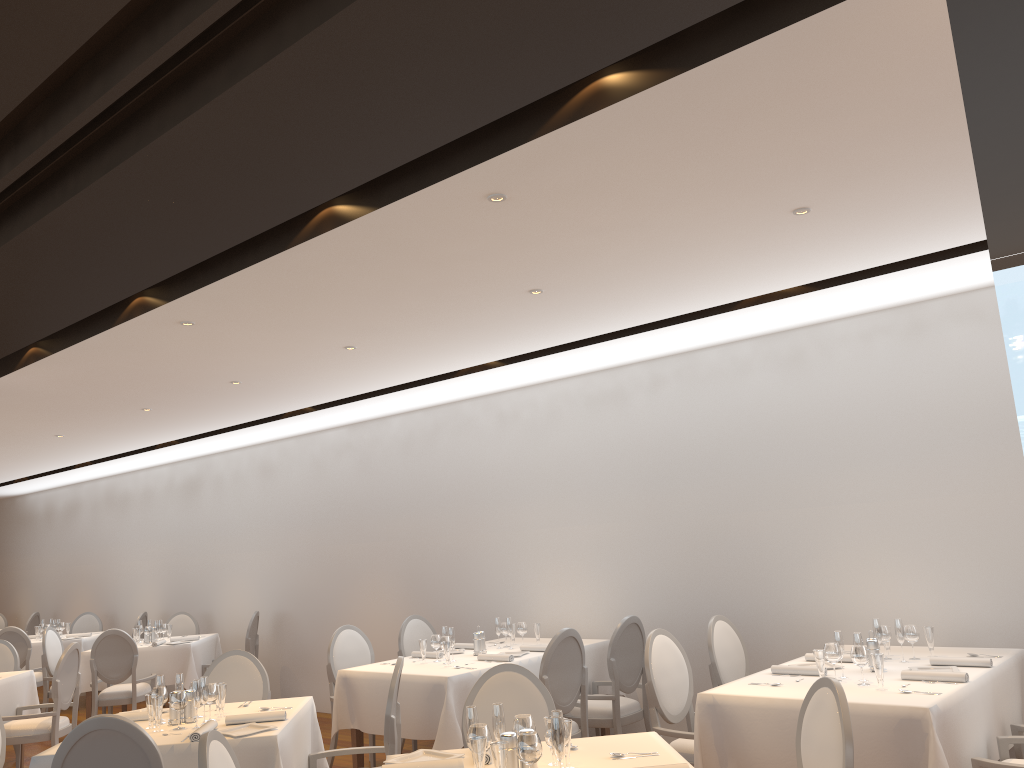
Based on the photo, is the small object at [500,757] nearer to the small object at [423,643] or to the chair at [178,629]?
the small object at [423,643]

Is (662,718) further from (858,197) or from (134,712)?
(858,197)

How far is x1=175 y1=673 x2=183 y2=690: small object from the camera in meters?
4.8 m

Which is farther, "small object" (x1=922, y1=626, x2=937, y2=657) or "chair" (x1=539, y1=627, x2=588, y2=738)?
"chair" (x1=539, y1=627, x2=588, y2=738)

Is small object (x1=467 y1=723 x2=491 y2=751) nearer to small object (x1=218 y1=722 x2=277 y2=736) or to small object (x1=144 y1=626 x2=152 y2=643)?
small object (x1=218 y1=722 x2=277 y2=736)

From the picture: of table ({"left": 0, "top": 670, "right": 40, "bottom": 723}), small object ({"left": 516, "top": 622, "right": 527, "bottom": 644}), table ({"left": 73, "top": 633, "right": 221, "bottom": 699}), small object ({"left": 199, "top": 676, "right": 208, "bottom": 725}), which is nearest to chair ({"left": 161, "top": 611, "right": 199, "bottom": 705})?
table ({"left": 73, "top": 633, "right": 221, "bottom": 699})

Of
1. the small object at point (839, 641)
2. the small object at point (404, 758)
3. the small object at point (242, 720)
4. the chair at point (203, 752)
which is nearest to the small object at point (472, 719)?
the small object at point (404, 758)

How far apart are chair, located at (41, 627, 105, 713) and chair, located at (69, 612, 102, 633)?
2.77m

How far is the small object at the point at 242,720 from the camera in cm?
452

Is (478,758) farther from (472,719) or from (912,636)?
(912,636)
